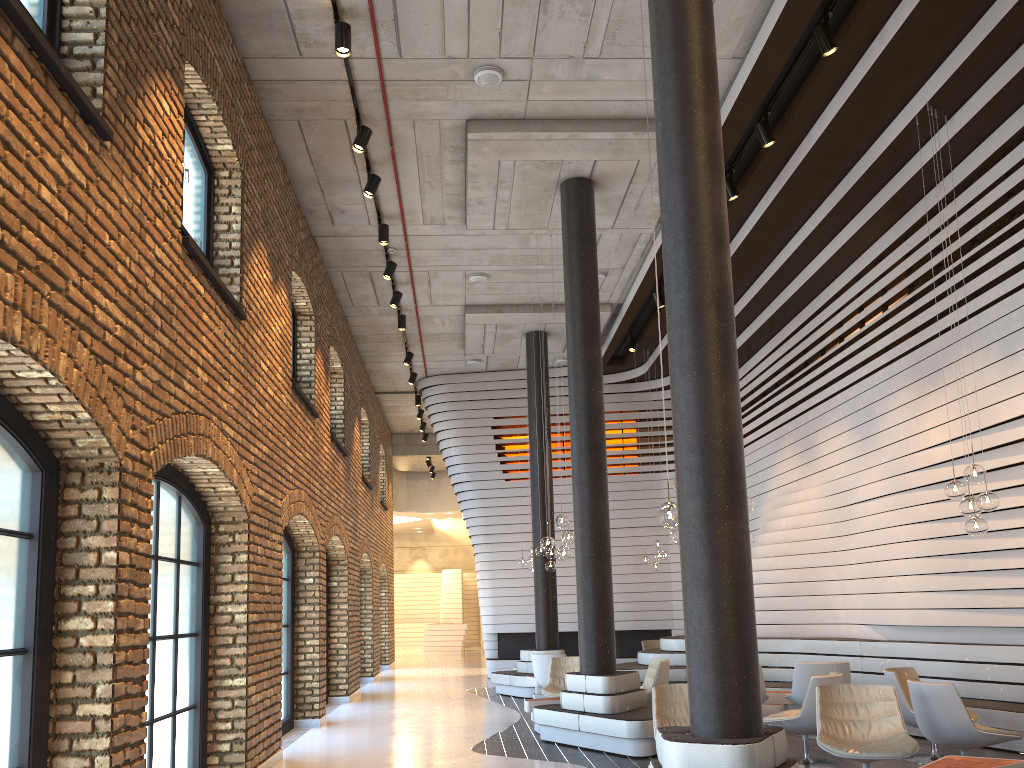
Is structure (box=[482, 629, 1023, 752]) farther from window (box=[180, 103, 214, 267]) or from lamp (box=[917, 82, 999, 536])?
window (box=[180, 103, 214, 267])

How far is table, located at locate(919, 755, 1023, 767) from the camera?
5.3 meters

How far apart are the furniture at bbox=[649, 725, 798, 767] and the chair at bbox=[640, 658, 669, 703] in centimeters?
505cm

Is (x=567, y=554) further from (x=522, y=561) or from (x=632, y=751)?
(x=522, y=561)

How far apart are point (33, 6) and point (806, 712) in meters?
7.2

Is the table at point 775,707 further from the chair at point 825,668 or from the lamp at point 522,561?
the lamp at point 522,561

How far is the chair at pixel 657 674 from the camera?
9.59m

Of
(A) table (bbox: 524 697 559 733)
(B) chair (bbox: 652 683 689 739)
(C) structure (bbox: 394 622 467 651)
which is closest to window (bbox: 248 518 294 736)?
(A) table (bbox: 524 697 559 733)

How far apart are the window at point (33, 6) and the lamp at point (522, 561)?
12.26m

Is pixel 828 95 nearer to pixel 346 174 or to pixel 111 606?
pixel 346 174
